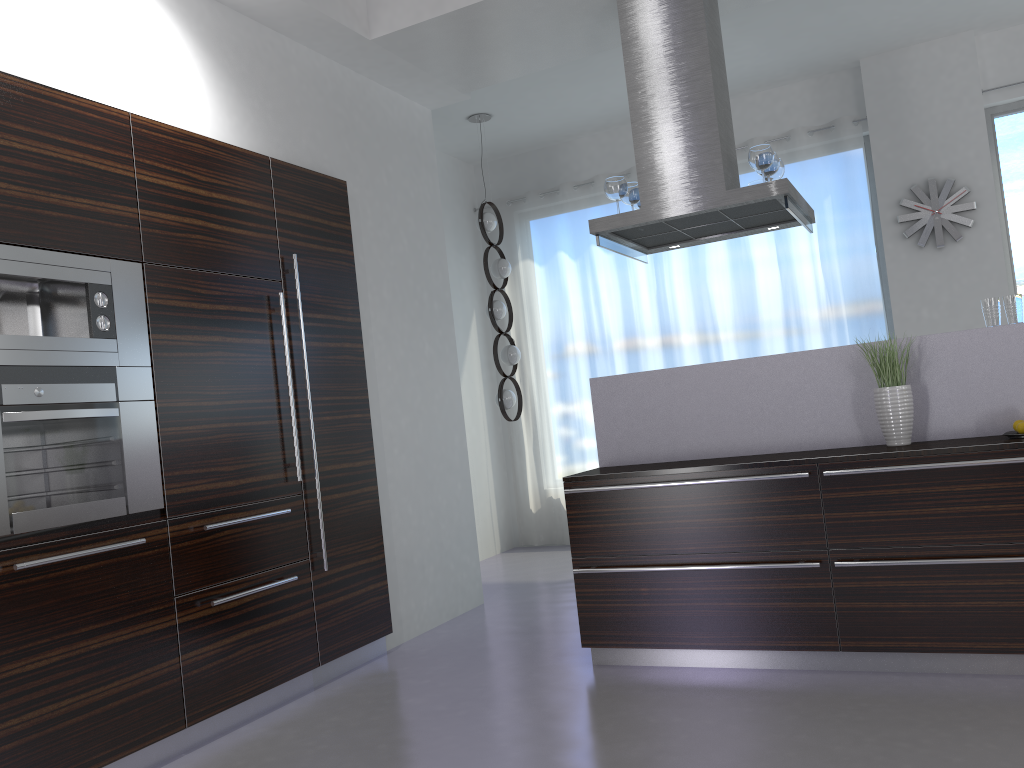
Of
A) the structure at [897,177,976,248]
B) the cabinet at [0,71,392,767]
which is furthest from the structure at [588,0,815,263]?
the structure at [897,177,976,248]

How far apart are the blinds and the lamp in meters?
0.9 m

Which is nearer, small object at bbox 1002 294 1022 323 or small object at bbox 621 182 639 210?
small object at bbox 1002 294 1022 323

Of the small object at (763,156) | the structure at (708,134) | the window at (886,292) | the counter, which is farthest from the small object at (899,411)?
the window at (886,292)

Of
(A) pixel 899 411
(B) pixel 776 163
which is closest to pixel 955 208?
(B) pixel 776 163

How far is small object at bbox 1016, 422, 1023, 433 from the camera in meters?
3.4

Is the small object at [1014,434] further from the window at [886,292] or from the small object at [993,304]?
the window at [886,292]

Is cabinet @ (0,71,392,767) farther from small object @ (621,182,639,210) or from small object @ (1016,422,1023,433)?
small object @ (1016,422,1023,433)

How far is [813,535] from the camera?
3.51m

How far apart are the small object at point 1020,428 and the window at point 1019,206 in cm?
345
